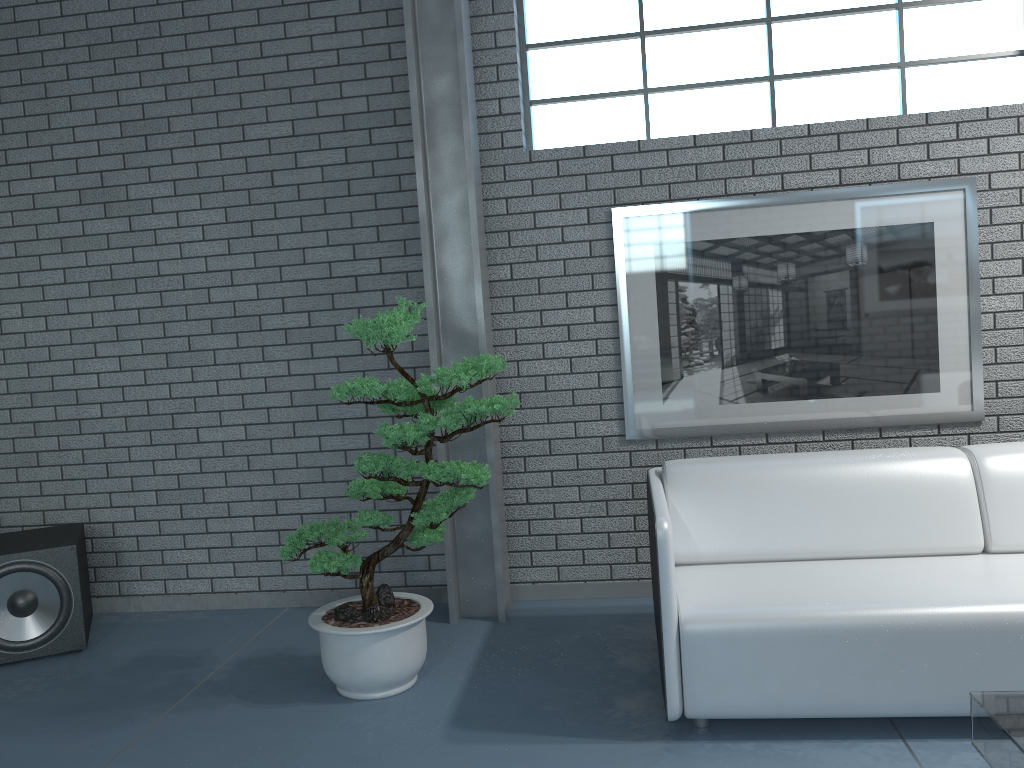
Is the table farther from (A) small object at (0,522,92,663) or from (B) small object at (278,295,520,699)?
(A) small object at (0,522,92,663)

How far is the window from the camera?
3.8m

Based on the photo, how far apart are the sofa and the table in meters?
0.4

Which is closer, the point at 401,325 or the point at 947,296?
the point at 401,325

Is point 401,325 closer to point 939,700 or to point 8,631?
point 939,700

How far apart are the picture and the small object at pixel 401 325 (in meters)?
1.07

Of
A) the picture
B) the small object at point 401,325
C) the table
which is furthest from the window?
the table

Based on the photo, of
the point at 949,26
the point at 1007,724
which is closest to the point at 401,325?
the point at 1007,724

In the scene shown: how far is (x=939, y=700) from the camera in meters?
2.5

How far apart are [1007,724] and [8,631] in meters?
3.6
